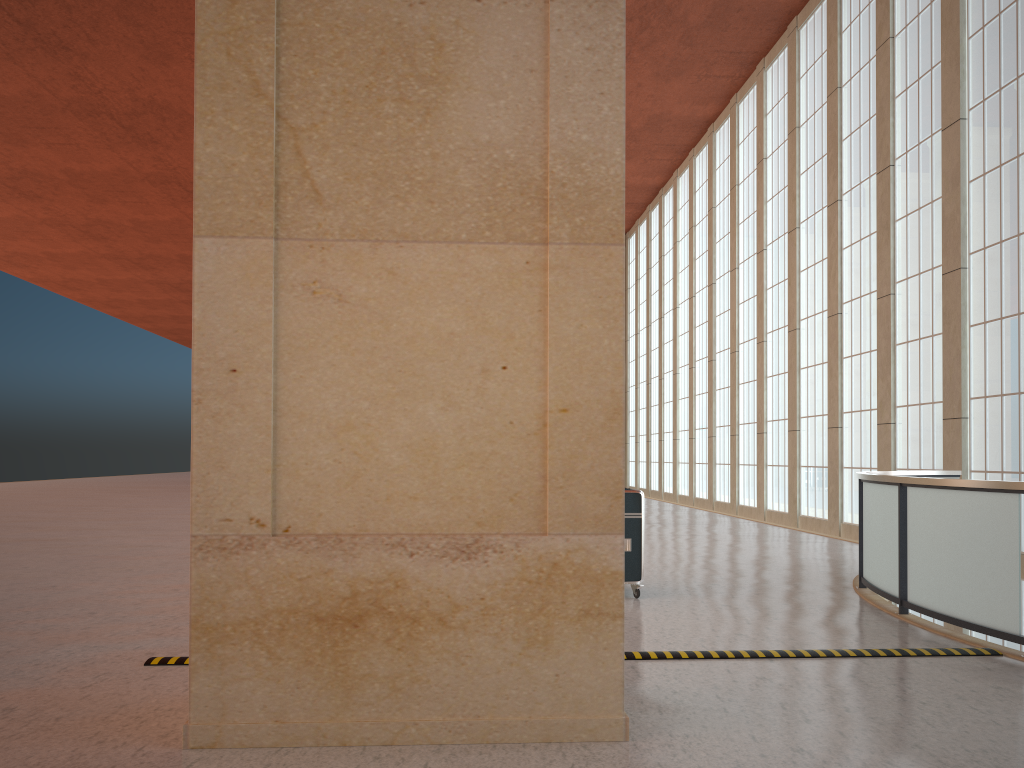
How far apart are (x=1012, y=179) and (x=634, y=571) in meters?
13.4 m

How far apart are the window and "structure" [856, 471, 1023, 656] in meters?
3.1

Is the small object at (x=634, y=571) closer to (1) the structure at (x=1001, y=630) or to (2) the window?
(1) the structure at (x=1001, y=630)

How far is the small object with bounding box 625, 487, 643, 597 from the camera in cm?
1237

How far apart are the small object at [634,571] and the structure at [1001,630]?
3.2m

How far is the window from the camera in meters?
19.2

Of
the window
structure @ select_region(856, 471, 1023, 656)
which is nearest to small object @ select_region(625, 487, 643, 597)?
structure @ select_region(856, 471, 1023, 656)

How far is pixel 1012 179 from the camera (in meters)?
19.22

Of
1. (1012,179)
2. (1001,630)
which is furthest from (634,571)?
(1012,179)

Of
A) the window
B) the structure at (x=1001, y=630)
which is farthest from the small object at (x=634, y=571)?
the window
